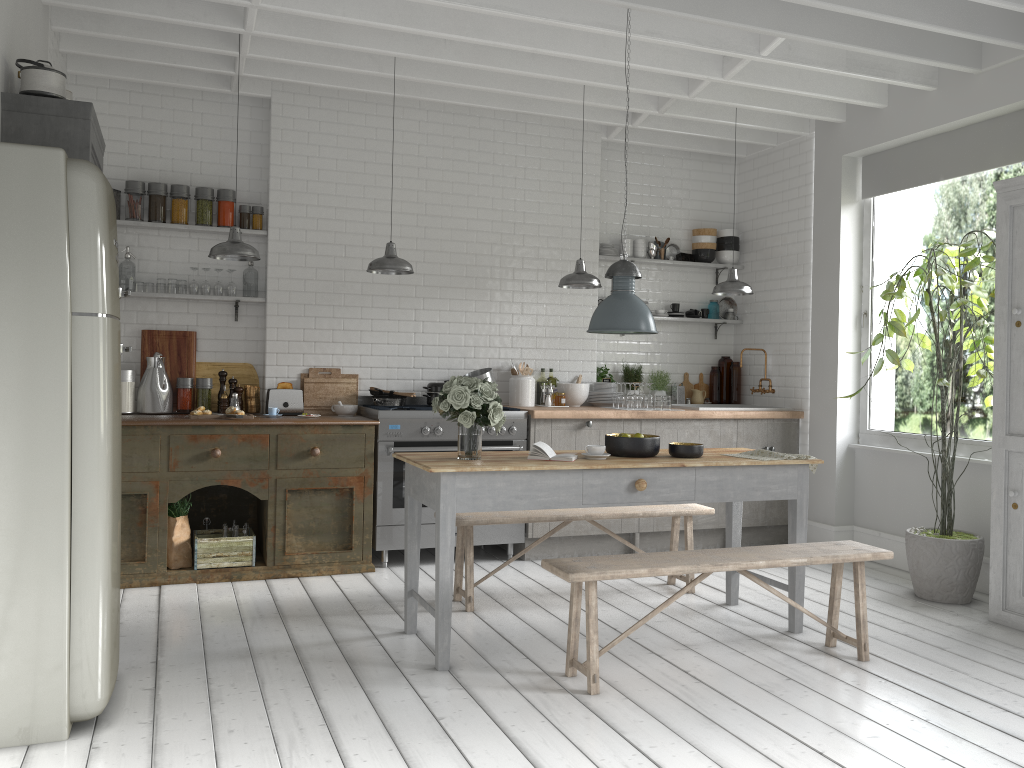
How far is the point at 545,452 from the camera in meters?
5.4

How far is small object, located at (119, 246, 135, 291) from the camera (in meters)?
7.46

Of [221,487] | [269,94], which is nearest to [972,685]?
[221,487]

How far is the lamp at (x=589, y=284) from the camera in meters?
7.4 m

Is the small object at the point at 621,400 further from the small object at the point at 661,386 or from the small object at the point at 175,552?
the small object at the point at 175,552

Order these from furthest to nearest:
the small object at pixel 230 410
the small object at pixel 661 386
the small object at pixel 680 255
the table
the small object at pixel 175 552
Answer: the small object at pixel 680 255
the small object at pixel 661 386
the small object at pixel 230 410
the small object at pixel 175 552
the table

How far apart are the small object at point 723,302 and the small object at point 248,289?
4.9m

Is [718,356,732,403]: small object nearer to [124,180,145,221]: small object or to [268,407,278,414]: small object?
[268,407,278,414]: small object

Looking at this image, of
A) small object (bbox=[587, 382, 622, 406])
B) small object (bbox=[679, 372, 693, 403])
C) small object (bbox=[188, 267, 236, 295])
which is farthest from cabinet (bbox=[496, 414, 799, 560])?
small object (bbox=[188, 267, 236, 295])

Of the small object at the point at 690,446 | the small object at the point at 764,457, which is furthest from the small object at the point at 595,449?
the small object at the point at 764,457
